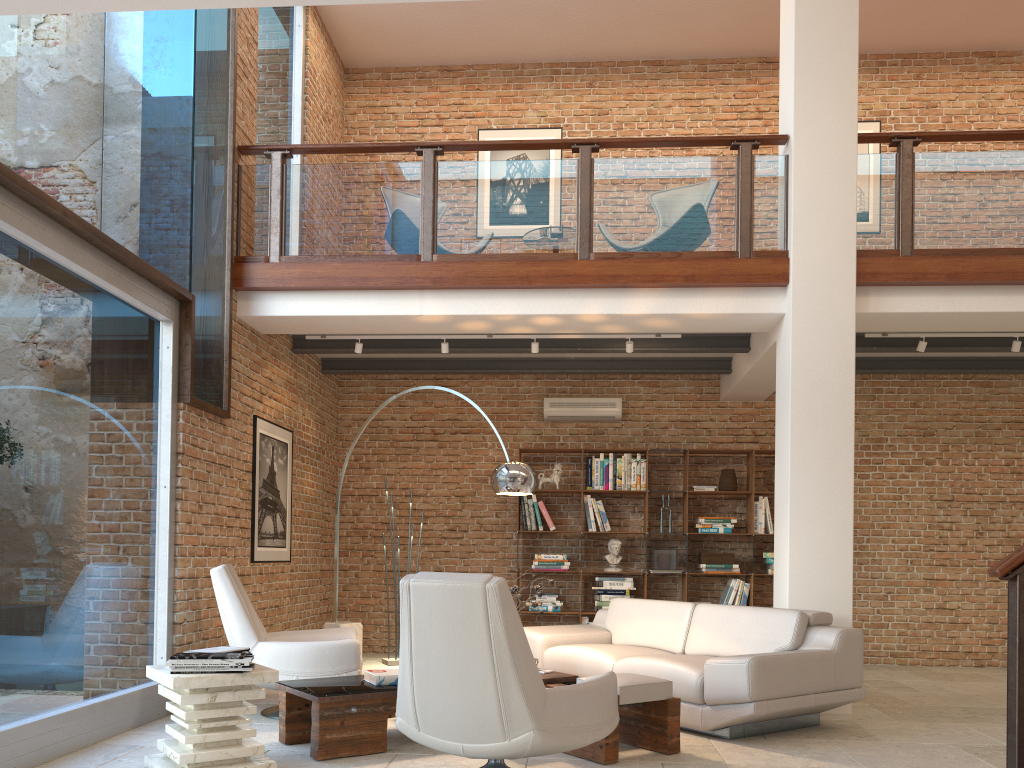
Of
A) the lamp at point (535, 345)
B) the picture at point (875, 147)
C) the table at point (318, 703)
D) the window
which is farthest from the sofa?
the picture at point (875, 147)

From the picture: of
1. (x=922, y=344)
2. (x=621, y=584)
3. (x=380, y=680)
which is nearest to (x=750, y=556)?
(x=621, y=584)

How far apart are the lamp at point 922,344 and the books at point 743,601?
2.93m

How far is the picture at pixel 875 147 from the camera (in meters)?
9.58

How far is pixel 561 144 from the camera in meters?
6.8 m

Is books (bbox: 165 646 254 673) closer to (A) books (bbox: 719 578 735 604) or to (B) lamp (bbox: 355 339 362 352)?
(B) lamp (bbox: 355 339 362 352)

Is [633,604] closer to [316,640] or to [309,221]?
[316,640]

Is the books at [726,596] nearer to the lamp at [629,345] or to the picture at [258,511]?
the lamp at [629,345]

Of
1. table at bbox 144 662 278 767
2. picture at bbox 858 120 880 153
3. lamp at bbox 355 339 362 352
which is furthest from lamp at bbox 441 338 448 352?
picture at bbox 858 120 880 153

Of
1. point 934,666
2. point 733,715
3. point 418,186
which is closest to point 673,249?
point 418,186
